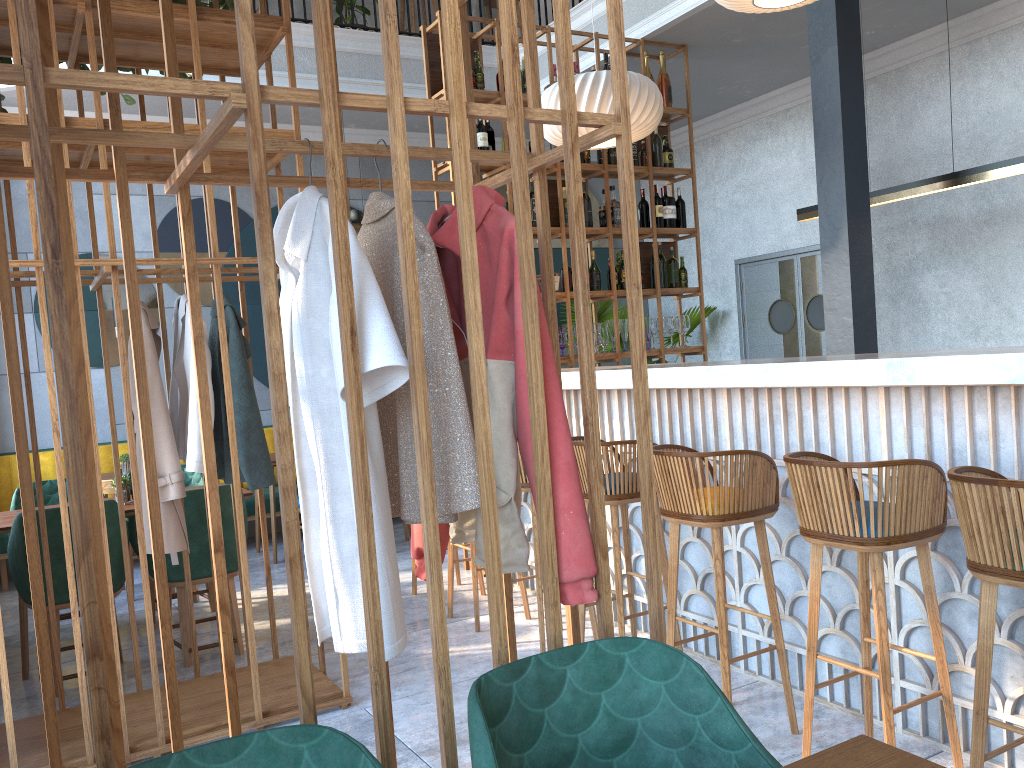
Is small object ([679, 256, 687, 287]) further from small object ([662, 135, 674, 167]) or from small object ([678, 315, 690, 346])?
small object ([662, 135, 674, 167])

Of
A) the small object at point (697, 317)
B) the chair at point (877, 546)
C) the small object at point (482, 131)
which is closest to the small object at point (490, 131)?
the small object at point (482, 131)

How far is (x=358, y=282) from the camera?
1.54m

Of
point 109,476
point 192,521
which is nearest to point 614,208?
point 192,521

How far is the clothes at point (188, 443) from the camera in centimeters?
332cm

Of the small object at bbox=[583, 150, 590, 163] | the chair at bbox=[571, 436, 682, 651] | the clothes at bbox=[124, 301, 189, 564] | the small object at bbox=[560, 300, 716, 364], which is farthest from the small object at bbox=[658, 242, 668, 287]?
the clothes at bbox=[124, 301, 189, 564]

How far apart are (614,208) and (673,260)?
0.7m

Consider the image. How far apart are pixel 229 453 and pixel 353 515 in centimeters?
197cm

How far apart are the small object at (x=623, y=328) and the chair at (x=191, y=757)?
5.1m

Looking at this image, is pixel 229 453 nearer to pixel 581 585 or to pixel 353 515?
pixel 353 515
